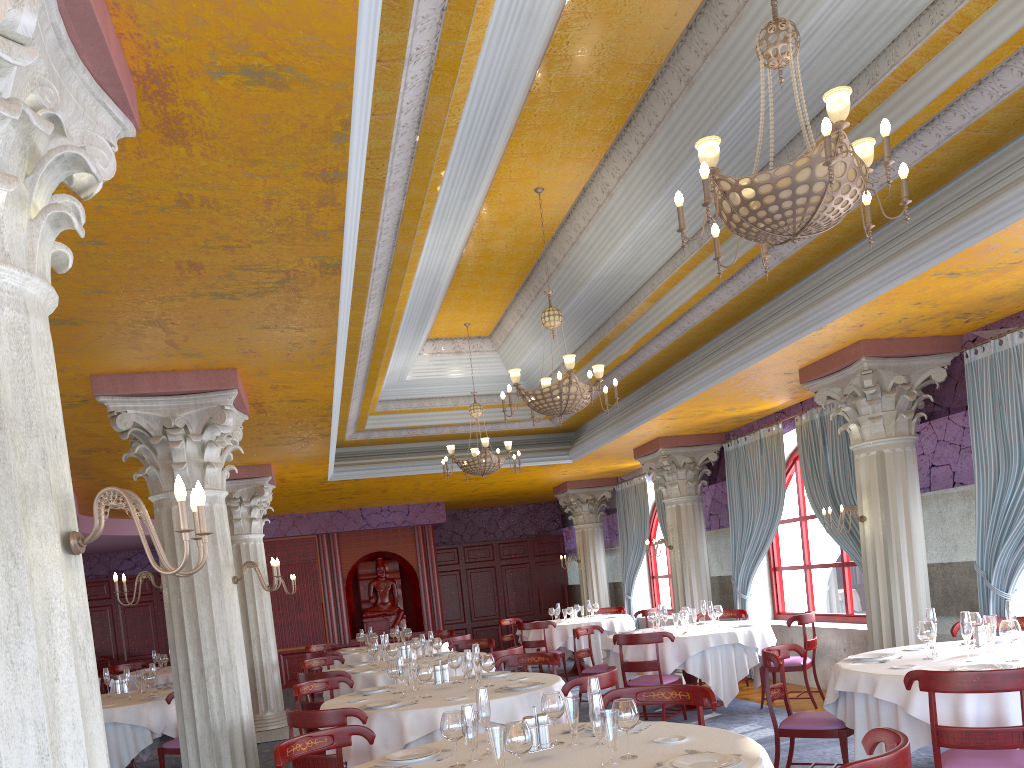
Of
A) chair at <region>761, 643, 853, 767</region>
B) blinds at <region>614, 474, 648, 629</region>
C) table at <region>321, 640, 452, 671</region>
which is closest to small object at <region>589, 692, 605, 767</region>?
chair at <region>761, 643, 853, 767</region>

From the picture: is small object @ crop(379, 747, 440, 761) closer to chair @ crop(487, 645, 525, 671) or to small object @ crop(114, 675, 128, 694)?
chair @ crop(487, 645, 525, 671)

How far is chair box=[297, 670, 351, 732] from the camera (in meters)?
8.27

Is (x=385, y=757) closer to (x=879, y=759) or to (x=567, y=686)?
(x=567, y=686)

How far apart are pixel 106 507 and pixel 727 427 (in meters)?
9.85

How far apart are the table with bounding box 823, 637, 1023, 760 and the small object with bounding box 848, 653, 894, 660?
0.10m

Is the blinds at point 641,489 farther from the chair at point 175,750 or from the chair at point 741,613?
the chair at point 175,750

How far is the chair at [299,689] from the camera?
7.33m

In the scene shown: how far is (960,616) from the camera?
5.4 meters

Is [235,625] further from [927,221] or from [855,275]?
[927,221]
